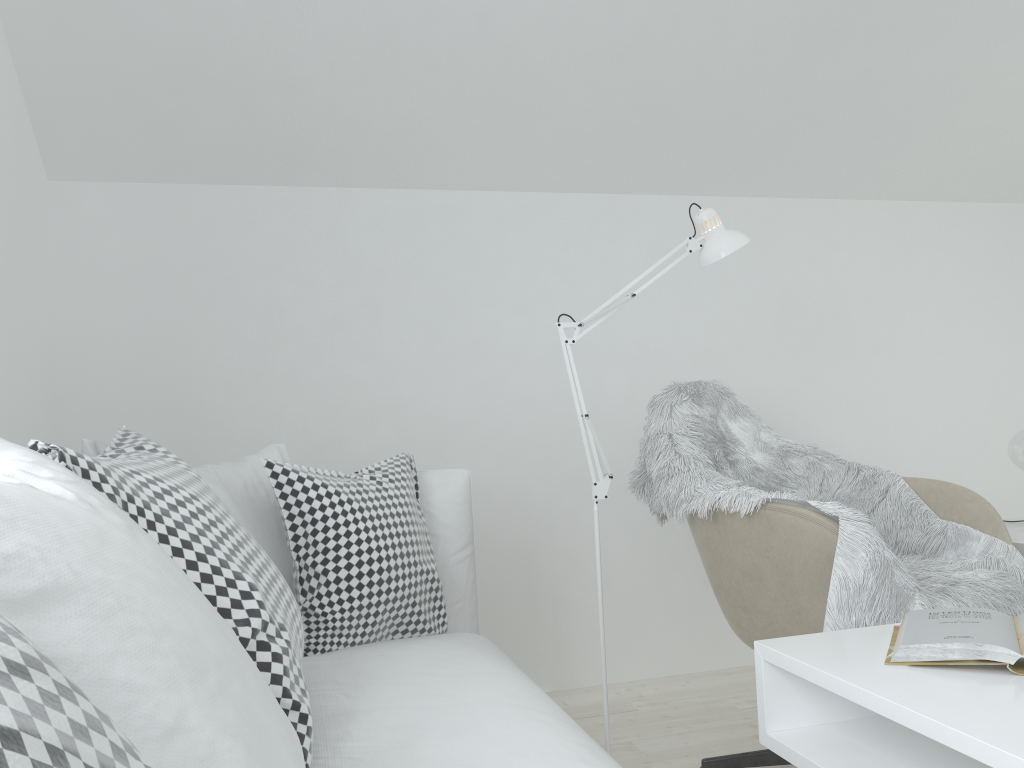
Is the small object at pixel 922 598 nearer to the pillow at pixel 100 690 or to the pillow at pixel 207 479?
the pillow at pixel 207 479

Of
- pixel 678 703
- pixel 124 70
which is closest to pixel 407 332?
pixel 124 70

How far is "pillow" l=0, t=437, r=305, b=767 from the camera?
0.64m

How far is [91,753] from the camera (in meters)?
0.42

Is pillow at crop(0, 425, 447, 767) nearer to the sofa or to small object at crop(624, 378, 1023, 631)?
the sofa

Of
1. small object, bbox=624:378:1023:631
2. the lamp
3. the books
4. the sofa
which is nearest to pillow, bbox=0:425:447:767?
the sofa

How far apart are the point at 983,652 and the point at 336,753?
0.9m

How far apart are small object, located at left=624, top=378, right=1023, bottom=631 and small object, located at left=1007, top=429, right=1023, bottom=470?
0.4m

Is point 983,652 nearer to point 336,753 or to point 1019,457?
point 336,753

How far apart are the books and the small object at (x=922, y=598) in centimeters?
29cm
